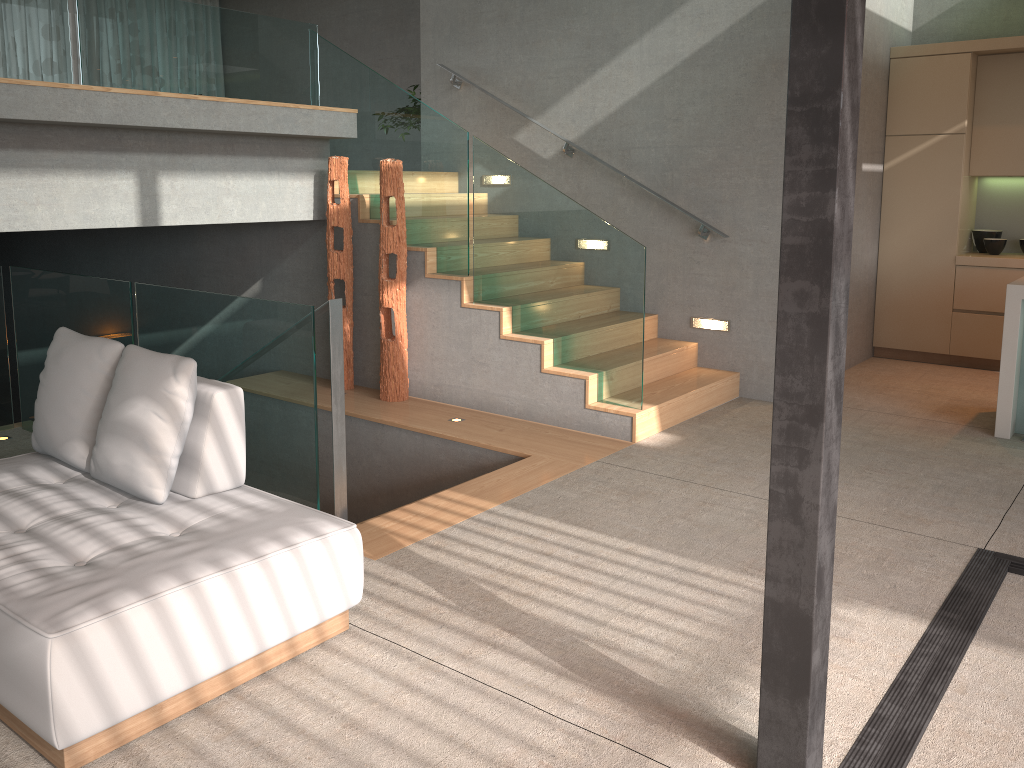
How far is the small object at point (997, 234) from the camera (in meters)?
7.19

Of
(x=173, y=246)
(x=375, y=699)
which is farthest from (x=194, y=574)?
(x=173, y=246)

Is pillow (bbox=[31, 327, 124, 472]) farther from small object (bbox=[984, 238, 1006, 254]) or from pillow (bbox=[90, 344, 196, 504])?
small object (bbox=[984, 238, 1006, 254])

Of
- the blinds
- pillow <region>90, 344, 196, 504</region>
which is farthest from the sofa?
the blinds

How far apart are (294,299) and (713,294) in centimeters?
313cm

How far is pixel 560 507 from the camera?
4.1 meters

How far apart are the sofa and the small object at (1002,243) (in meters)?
6.23

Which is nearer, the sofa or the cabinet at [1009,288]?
the sofa

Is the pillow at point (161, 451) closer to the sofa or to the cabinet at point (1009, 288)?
the sofa

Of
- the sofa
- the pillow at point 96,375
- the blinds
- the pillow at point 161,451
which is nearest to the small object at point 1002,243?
the sofa
